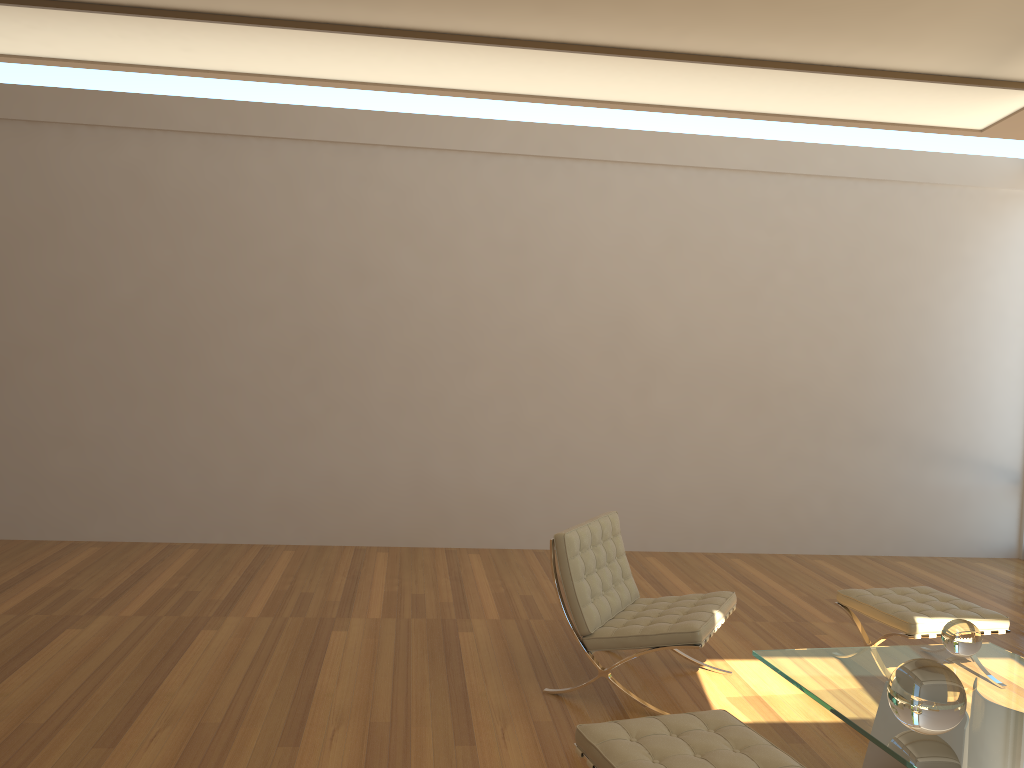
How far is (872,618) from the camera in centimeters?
453cm

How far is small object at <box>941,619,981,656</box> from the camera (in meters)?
3.65

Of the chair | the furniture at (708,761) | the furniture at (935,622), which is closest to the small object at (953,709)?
the furniture at (708,761)

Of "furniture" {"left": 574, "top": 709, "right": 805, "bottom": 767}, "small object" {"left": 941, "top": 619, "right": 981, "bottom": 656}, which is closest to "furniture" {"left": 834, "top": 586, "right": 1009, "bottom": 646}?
"small object" {"left": 941, "top": 619, "right": 981, "bottom": 656}

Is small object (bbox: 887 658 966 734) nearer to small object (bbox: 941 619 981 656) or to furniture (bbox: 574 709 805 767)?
furniture (bbox: 574 709 805 767)

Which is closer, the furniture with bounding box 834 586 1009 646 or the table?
the table

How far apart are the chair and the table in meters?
0.3

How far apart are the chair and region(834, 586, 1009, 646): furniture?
0.73m

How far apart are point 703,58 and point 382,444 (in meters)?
4.03

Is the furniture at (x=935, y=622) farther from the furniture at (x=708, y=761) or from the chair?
the furniture at (x=708, y=761)
